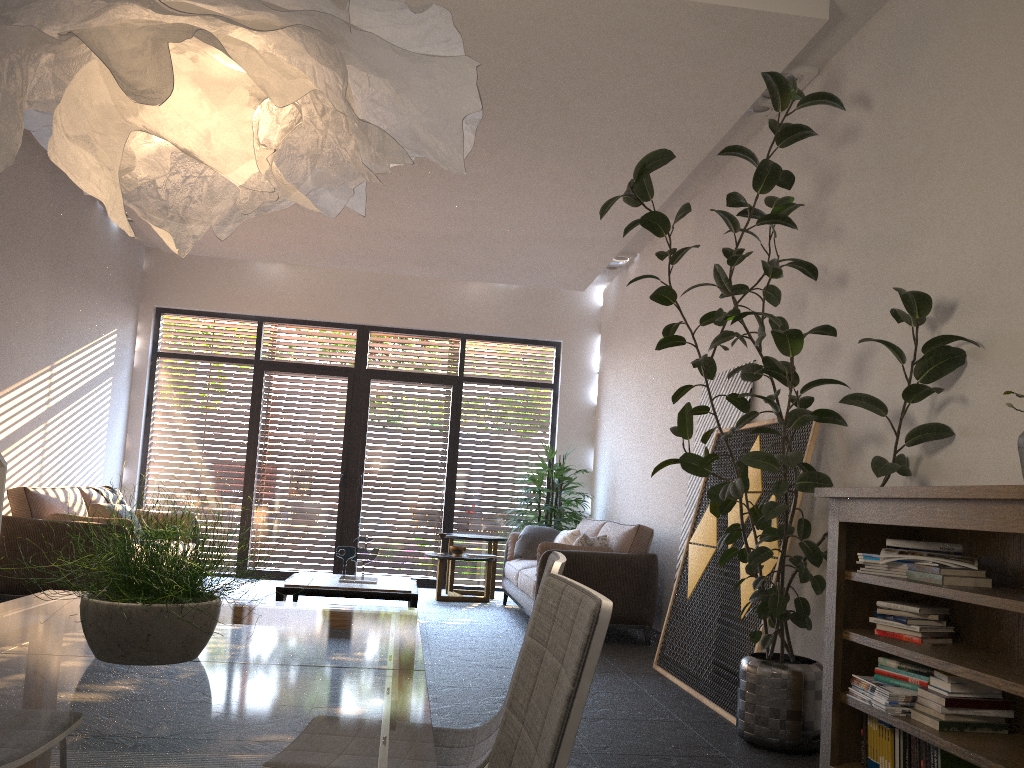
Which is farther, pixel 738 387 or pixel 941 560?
pixel 738 387

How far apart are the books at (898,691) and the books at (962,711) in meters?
0.1

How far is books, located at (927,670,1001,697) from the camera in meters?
2.9

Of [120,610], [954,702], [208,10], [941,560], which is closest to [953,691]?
[954,702]

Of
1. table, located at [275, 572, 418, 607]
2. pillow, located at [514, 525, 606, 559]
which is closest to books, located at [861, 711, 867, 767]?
pillow, located at [514, 525, 606, 559]

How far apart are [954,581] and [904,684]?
0.5m

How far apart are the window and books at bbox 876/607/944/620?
7.0 meters

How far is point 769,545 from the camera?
4.60m

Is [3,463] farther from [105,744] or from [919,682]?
[919,682]

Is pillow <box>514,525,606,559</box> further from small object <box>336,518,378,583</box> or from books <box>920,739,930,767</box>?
books <box>920,739,930,767</box>
